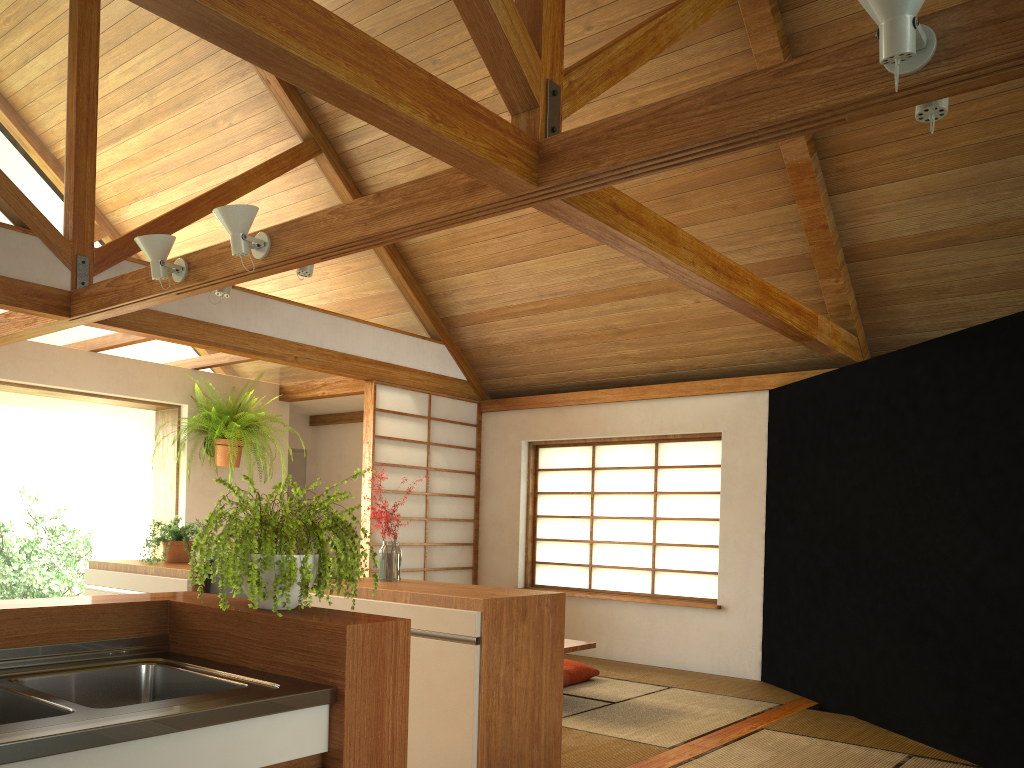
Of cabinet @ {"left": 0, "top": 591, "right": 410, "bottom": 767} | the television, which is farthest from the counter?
the television

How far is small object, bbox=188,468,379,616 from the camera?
1.8 meters

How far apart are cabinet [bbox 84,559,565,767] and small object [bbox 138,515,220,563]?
0.2 meters

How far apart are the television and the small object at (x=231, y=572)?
1.8m

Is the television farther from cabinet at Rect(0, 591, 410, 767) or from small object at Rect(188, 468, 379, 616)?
small object at Rect(188, 468, 379, 616)

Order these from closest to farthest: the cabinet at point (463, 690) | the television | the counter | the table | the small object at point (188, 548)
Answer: the counter < the cabinet at point (463, 690) < the television < the small object at point (188, 548) < the table

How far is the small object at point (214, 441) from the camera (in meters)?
6.55

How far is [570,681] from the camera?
5.5 meters

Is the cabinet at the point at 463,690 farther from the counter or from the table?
the table

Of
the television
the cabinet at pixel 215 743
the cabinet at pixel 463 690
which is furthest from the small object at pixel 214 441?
the cabinet at pixel 215 743
